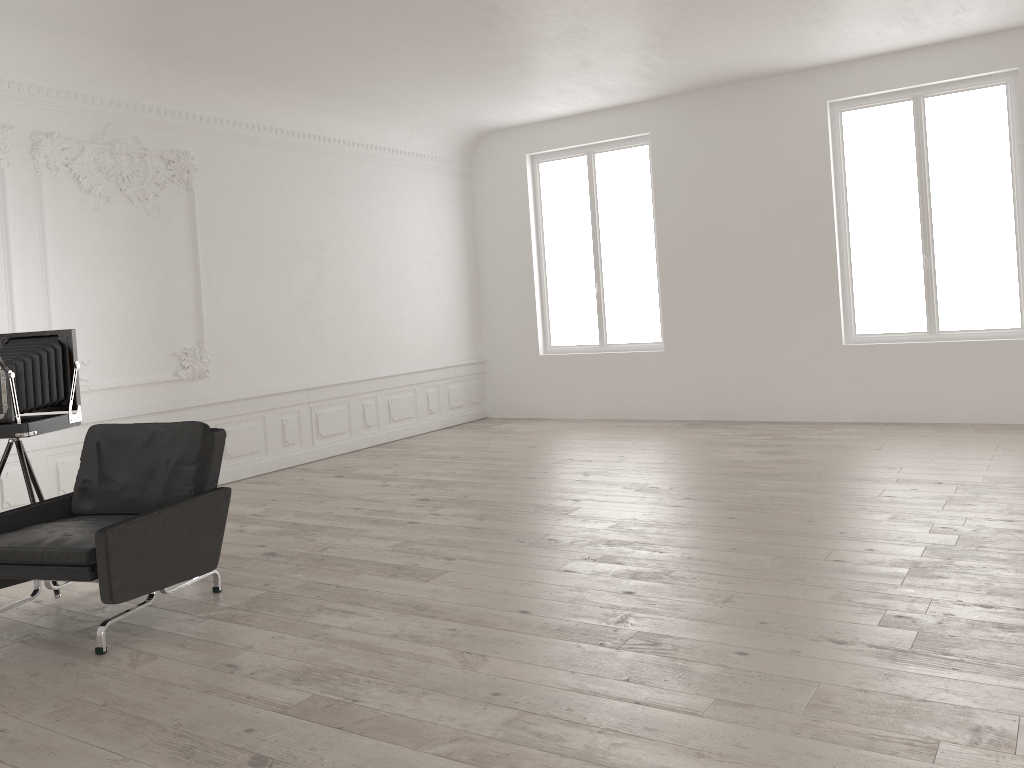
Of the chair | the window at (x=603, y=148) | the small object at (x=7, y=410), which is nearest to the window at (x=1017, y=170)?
the window at (x=603, y=148)

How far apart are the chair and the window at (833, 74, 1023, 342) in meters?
7.0

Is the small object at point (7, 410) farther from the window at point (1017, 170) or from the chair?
the window at point (1017, 170)

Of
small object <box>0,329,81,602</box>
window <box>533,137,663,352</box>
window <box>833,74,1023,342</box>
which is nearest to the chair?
small object <box>0,329,81,602</box>

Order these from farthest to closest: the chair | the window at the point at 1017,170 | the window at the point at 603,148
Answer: the window at the point at 603,148 → the window at the point at 1017,170 → the chair

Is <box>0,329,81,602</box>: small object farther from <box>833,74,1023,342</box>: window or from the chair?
<box>833,74,1023,342</box>: window

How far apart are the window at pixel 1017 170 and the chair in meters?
7.0

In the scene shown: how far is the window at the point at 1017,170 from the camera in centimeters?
856cm

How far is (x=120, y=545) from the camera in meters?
4.1 m

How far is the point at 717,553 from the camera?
5.09m
